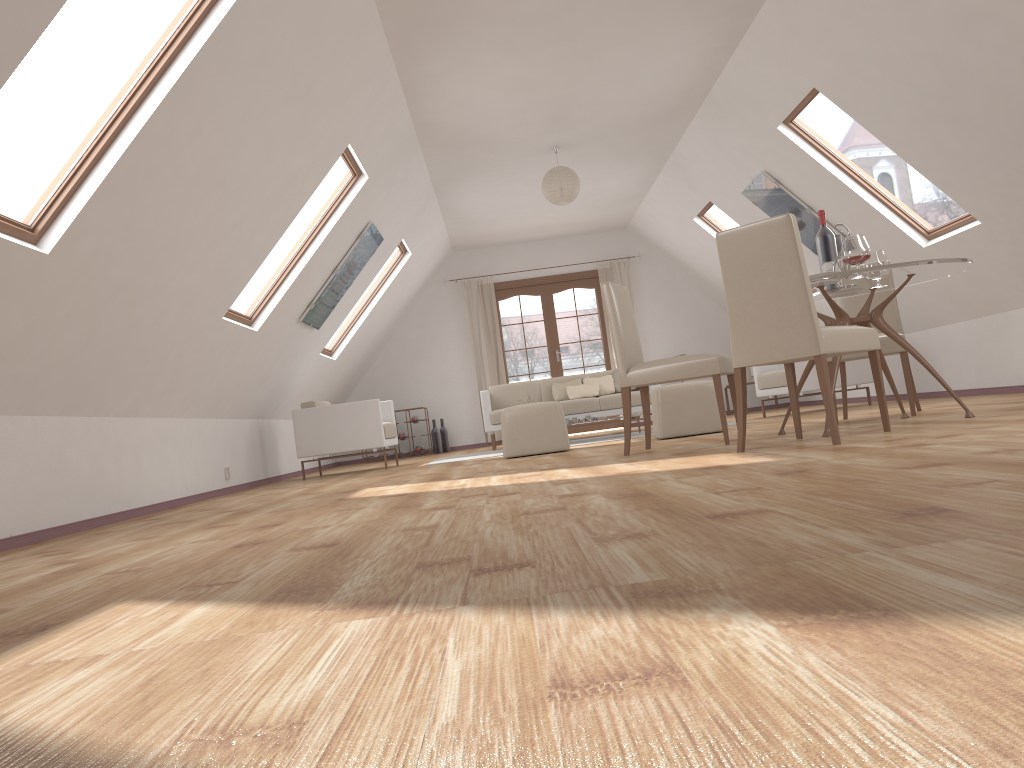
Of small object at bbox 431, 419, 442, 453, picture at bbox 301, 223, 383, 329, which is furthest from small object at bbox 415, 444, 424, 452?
picture at bbox 301, 223, 383, 329

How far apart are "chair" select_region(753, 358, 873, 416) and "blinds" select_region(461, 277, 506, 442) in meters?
3.8 m

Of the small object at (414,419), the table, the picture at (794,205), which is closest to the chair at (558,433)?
the table

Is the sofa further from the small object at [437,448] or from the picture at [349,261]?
the picture at [349,261]

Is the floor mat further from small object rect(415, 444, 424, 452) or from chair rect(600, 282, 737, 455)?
small object rect(415, 444, 424, 452)

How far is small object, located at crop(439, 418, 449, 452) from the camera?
11.32m

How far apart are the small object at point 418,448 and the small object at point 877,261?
7.0 meters

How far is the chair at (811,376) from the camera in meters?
8.0

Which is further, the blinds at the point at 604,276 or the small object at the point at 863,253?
the blinds at the point at 604,276

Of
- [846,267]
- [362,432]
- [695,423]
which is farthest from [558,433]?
[846,267]
